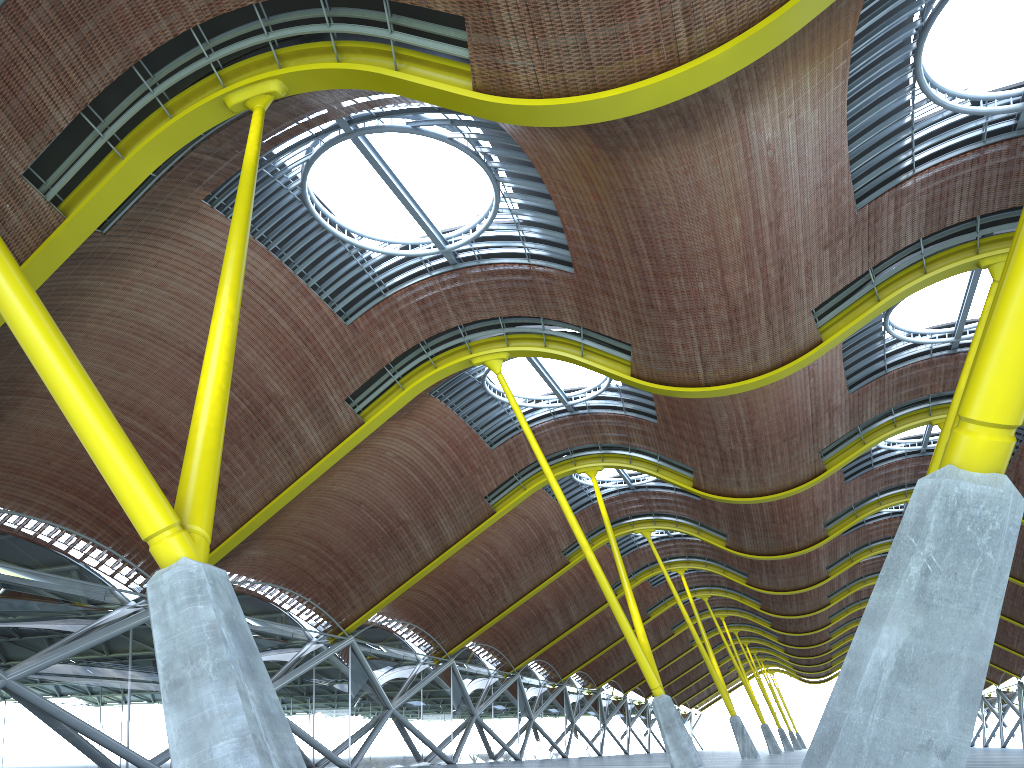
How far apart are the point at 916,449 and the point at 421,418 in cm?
2423

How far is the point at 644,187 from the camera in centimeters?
1983cm

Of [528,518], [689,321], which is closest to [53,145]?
[689,321]
